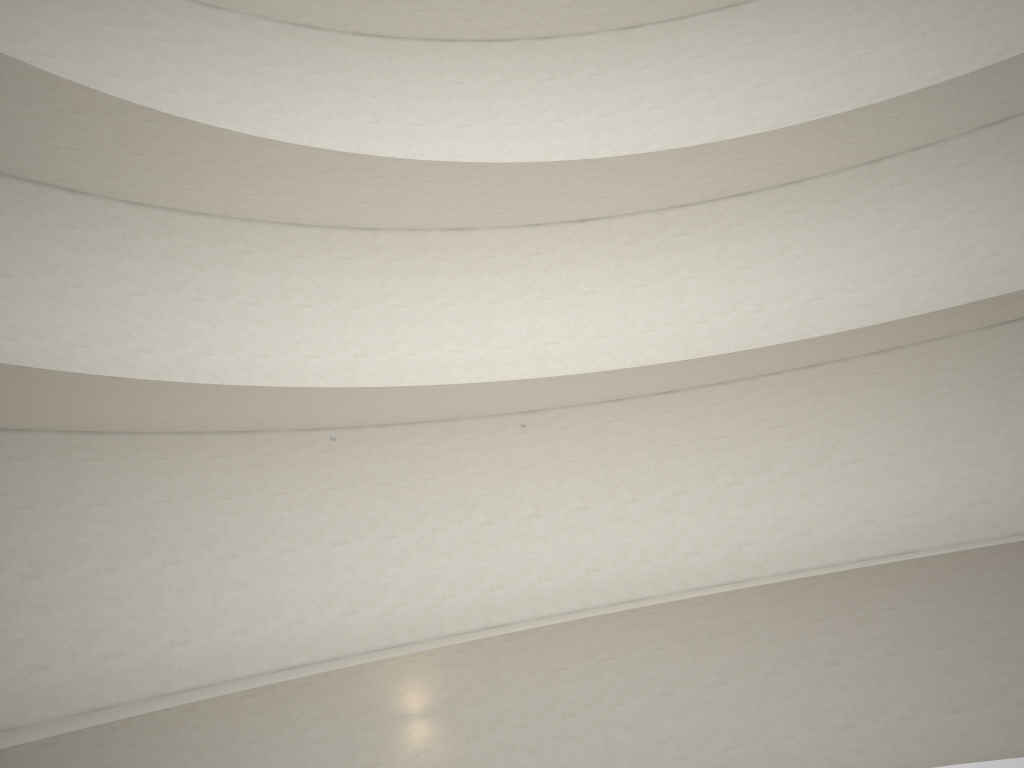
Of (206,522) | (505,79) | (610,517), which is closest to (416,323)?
(610,517)

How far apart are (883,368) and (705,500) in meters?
4.7 m

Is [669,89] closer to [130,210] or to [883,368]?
[883,368]
